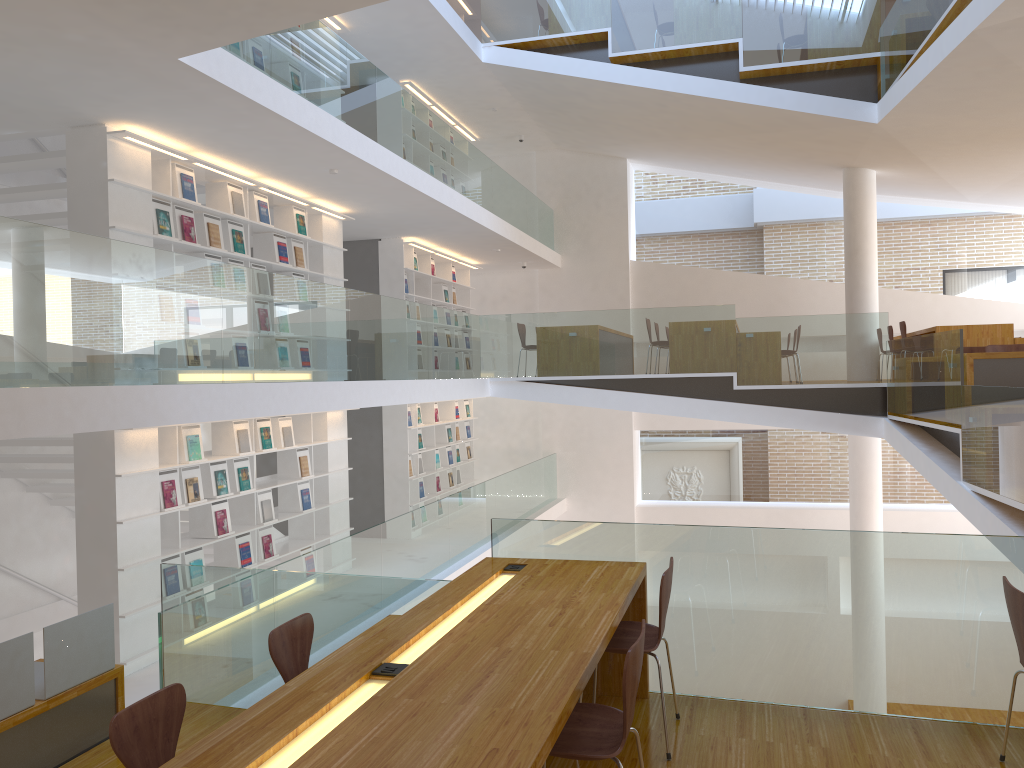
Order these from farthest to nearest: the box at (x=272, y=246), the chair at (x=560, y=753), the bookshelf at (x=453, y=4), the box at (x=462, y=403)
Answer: the box at (x=462, y=403), the bookshelf at (x=453, y=4), the box at (x=272, y=246), the chair at (x=560, y=753)

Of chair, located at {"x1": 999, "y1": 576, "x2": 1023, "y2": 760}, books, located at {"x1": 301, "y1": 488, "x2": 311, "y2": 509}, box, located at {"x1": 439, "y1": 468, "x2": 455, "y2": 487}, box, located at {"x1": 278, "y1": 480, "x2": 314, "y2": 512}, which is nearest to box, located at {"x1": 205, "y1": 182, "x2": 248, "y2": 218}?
box, located at {"x1": 278, "y1": 480, "x2": 314, "y2": 512}

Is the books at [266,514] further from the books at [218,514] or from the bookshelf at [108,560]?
the books at [218,514]

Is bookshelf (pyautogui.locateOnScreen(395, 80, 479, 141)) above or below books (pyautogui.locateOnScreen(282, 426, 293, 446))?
above

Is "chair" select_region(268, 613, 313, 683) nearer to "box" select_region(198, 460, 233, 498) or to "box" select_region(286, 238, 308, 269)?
"box" select_region(198, 460, 233, 498)

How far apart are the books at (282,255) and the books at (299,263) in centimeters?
27cm

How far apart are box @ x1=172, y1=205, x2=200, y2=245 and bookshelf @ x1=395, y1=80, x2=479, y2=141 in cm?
505

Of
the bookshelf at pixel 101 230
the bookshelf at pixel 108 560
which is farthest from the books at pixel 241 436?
the bookshelf at pixel 101 230

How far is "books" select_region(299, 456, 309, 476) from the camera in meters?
8.7 m

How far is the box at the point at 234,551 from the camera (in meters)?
7.63
